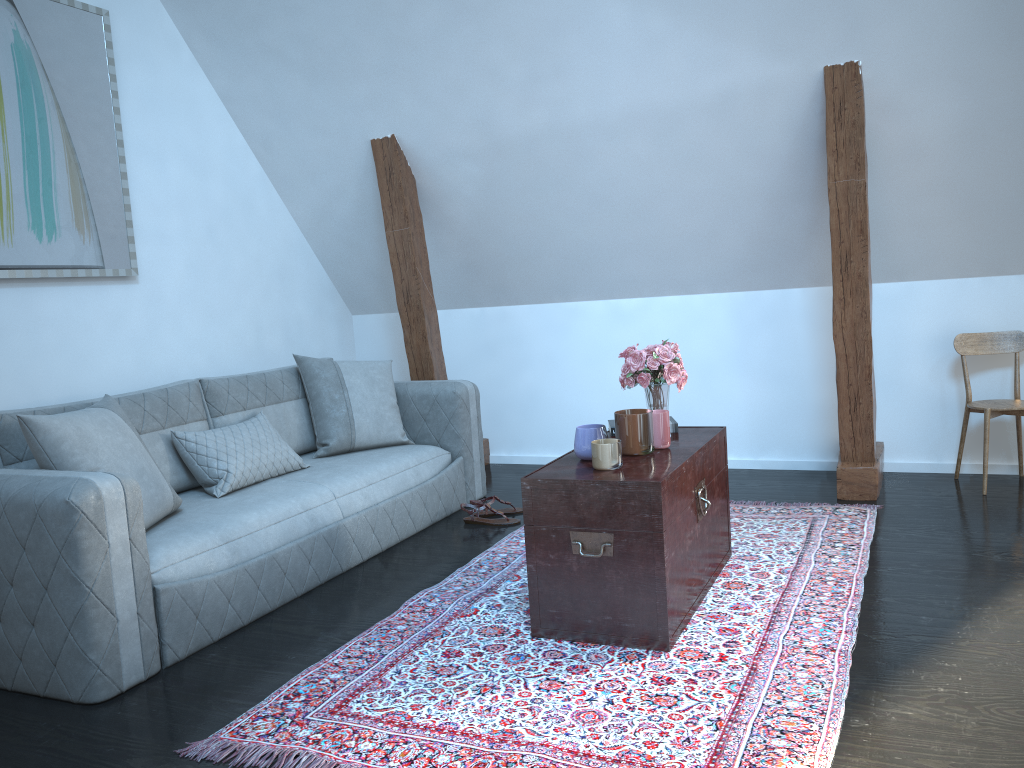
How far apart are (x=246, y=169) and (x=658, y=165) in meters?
2.2

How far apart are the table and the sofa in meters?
1.0 m

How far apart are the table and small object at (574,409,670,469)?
Answer: 0.0 meters

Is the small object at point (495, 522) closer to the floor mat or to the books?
the floor mat

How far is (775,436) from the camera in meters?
4.7

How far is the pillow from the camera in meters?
2.7 m

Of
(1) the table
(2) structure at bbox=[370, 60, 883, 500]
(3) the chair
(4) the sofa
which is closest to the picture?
(4) the sofa

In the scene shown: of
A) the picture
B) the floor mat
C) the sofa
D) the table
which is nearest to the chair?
the floor mat

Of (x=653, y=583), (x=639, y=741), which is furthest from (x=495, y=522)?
(x=639, y=741)

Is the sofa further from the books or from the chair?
the chair
